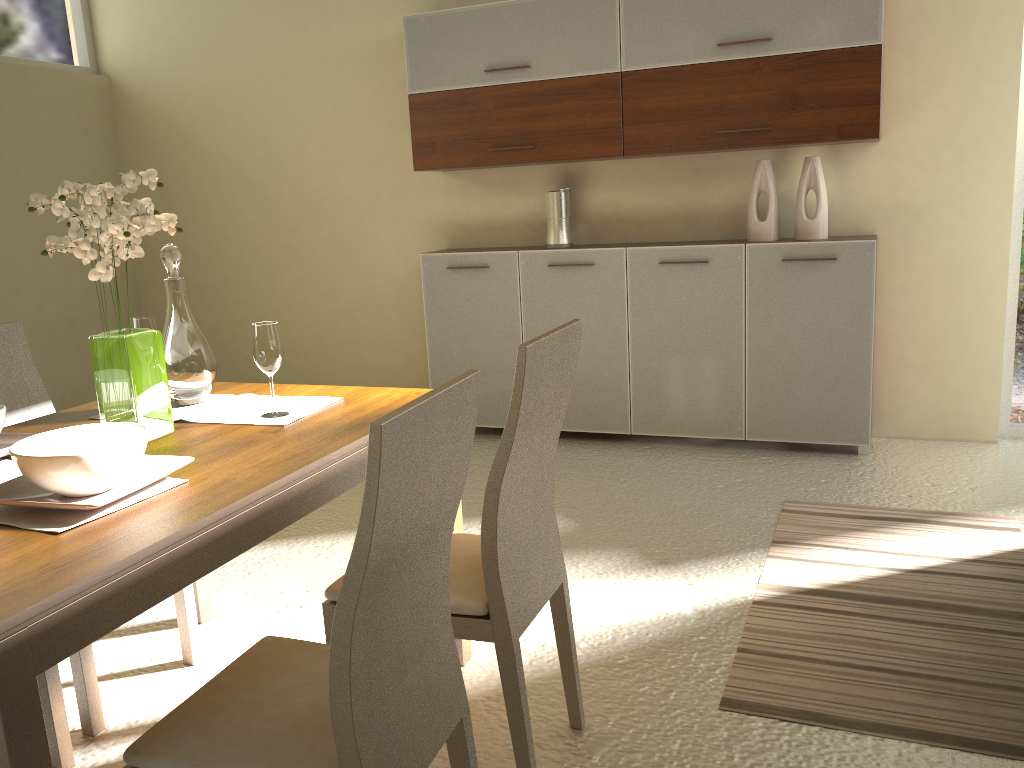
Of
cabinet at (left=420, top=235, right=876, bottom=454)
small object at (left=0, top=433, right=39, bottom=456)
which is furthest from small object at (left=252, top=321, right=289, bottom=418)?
cabinet at (left=420, top=235, right=876, bottom=454)

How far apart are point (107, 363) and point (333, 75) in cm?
367

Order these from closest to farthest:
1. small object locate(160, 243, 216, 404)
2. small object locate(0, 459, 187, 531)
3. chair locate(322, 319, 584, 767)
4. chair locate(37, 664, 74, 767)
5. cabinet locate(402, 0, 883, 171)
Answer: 1. small object locate(0, 459, 187, 531)
2. chair locate(322, 319, 584, 767)
3. chair locate(37, 664, 74, 767)
4. small object locate(160, 243, 216, 404)
5. cabinet locate(402, 0, 883, 171)

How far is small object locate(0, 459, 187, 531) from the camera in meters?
1.5

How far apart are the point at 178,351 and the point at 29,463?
0.8m

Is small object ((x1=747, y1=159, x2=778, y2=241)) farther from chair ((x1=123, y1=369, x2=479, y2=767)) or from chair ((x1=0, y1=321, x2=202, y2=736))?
chair ((x1=123, y1=369, x2=479, y2=767))

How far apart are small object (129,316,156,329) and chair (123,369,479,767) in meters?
1.1 m

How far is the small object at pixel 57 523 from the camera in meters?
1.5 m

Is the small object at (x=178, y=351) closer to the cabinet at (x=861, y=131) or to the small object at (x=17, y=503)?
the small object at (x=17, y=503)

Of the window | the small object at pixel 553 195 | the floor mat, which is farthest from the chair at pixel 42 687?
the window
